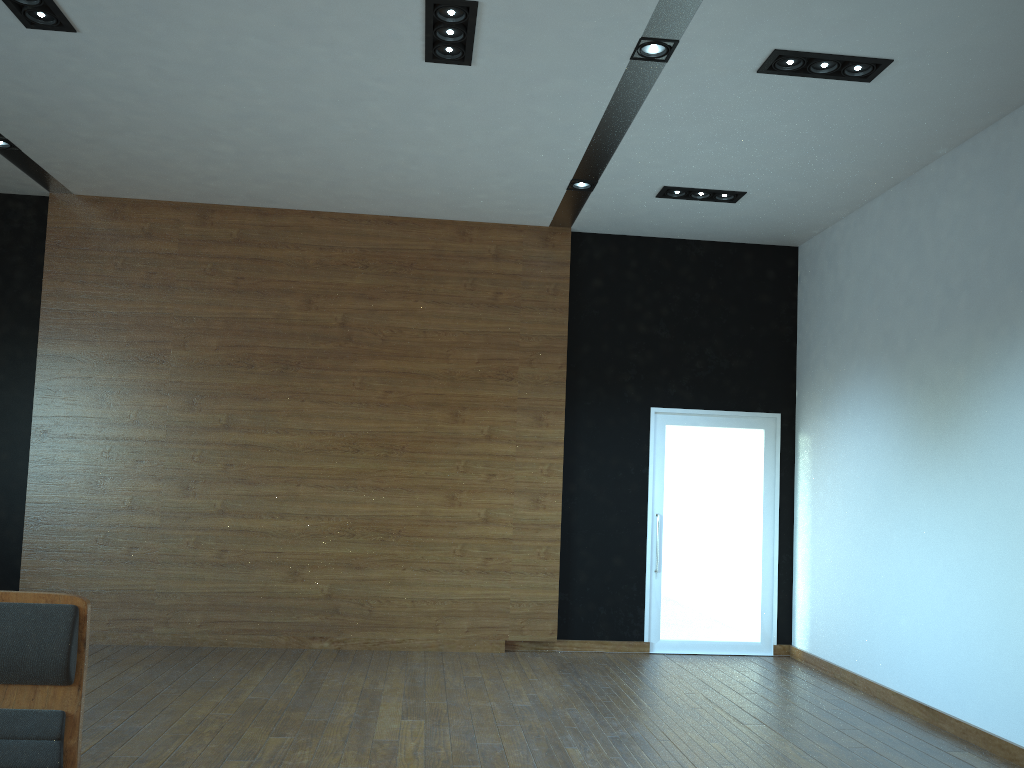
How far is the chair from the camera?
2.0 meters

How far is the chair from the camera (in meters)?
1.96

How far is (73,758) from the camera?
2.0m
